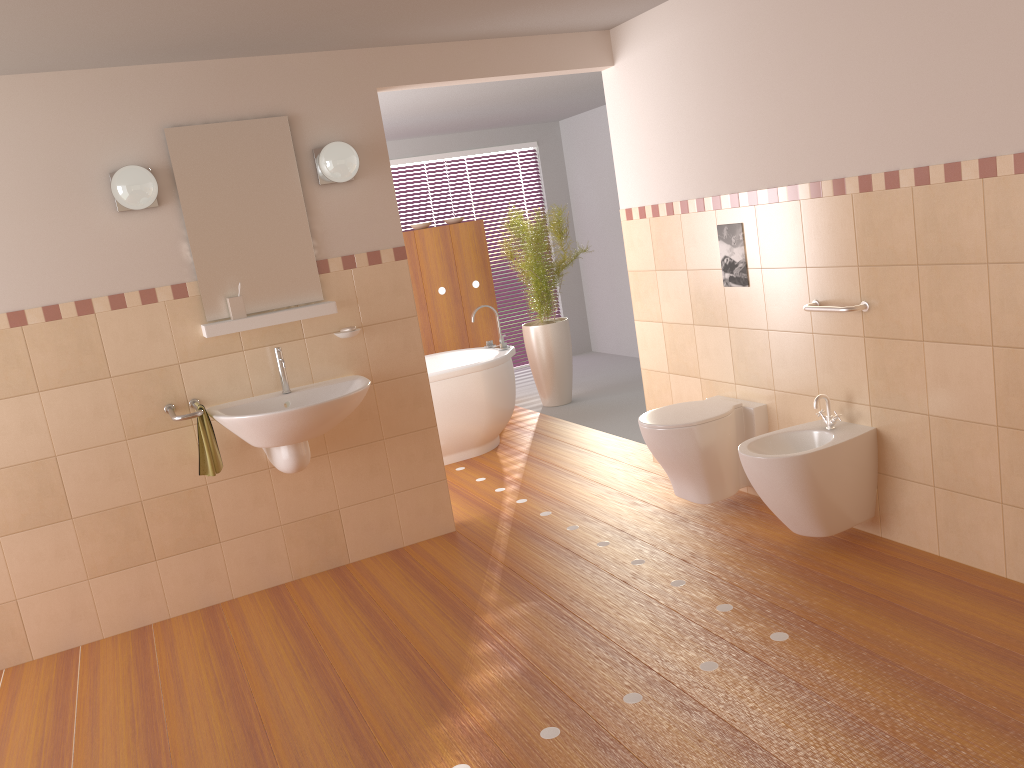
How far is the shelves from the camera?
3.6 meters

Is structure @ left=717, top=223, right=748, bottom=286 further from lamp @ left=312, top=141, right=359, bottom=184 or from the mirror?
the mirror

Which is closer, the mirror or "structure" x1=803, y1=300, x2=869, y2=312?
"structure" x1=803, y1=300, x2=869, y2=312

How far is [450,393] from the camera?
5.4m

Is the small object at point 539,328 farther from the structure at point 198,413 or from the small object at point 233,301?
the structure at point 198,413

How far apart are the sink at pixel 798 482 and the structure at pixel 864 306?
0.4m

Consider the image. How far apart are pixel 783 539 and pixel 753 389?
0.7m

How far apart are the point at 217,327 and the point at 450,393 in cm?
200

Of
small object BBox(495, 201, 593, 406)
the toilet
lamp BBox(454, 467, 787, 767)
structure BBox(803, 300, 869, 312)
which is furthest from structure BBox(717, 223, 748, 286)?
small object BBox(495, 201, 593, 406)

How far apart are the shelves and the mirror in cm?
12
